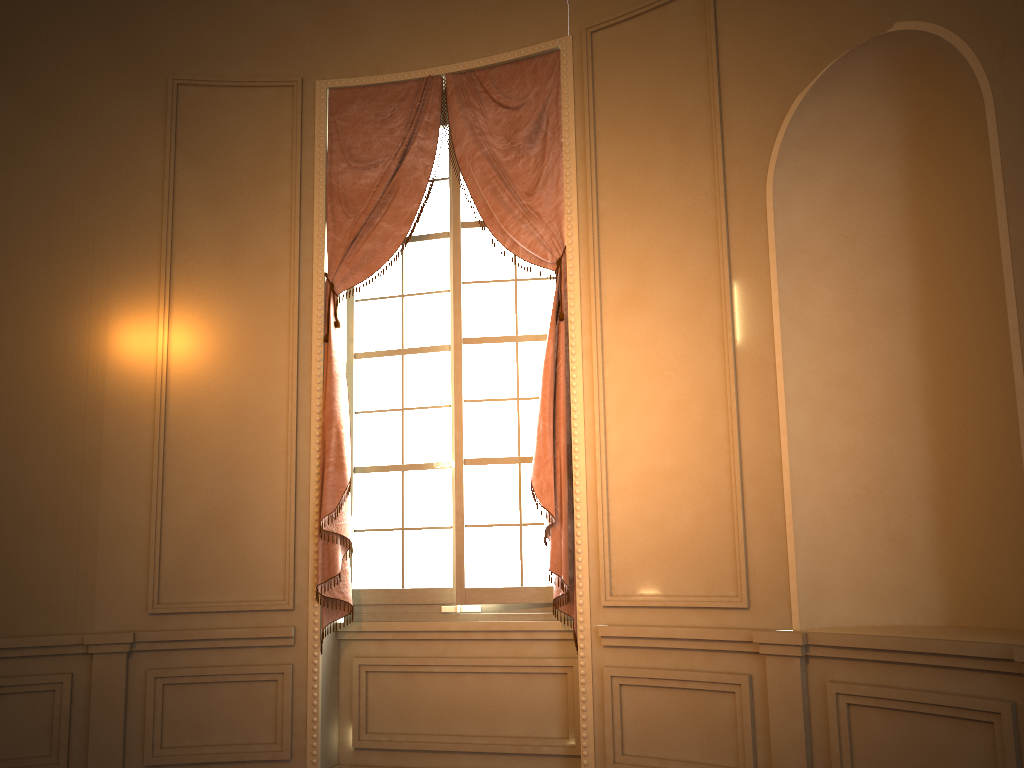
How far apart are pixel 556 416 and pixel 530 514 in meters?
0.5

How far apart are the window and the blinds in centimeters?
9cm

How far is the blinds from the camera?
4.2 meters

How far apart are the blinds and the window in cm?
9

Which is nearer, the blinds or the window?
the blinds

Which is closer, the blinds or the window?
the blinds

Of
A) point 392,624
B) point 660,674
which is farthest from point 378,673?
point 660,674

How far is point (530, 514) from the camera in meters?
4.4

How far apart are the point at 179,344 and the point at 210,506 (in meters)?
0.85

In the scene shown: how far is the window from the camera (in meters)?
4.39
